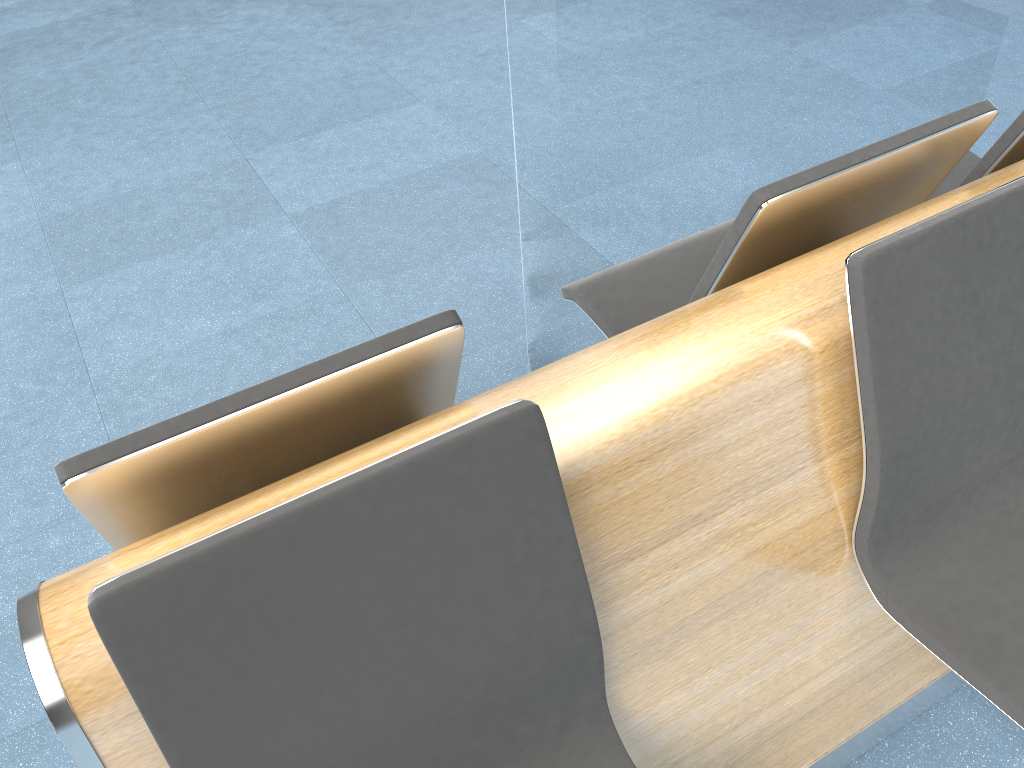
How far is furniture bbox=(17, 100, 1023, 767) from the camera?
0.9m

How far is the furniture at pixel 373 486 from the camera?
0.9m

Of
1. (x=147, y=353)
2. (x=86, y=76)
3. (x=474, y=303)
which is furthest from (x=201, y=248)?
(x=86, y=76)
